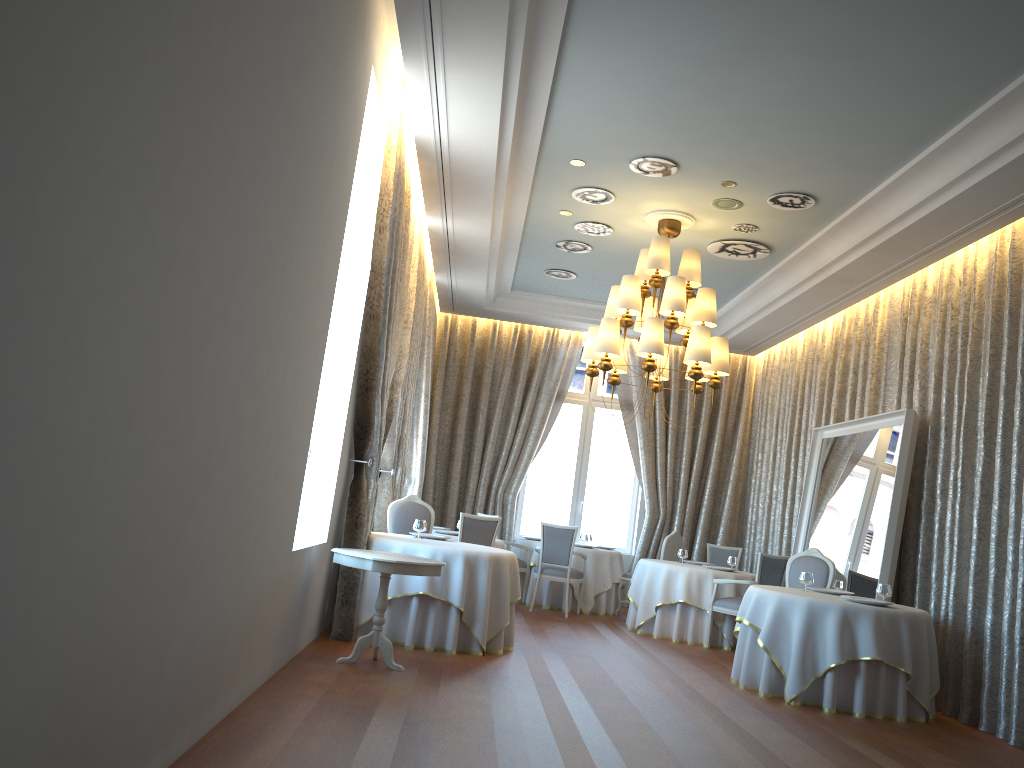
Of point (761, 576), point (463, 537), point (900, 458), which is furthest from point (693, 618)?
point (900, 458)

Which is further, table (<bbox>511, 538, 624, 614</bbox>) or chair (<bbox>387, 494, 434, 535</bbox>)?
table (<bbox>511, 538, 624, 614</bbox>)

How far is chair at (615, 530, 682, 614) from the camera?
11.70m

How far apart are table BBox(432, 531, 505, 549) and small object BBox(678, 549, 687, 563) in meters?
2.3 m

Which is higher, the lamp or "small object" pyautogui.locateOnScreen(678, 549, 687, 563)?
the lamp

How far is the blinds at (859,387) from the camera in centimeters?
999cm

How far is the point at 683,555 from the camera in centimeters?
1089cm

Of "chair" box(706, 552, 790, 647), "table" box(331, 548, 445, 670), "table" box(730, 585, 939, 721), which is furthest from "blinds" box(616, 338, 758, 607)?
"table" box(331, 548, 445, 670)

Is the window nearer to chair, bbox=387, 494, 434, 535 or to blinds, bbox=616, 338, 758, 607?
blinds, bbox=616, 338, 758, 607

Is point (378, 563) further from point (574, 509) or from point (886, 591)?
point (574, 509)
